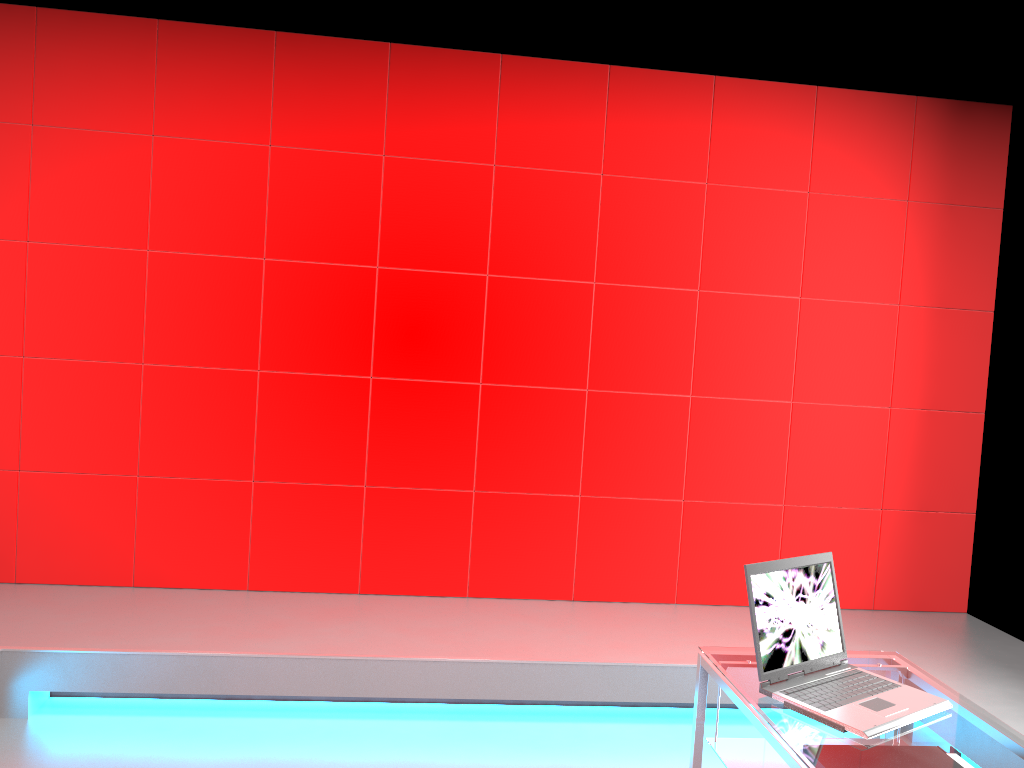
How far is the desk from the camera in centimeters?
174cm

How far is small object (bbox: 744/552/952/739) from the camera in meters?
1.9

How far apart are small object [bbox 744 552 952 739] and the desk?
0.0m

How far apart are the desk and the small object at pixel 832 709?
0.0m

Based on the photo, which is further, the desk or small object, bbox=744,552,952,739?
small object, bbox=744,552,952,739

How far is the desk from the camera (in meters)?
1.74
